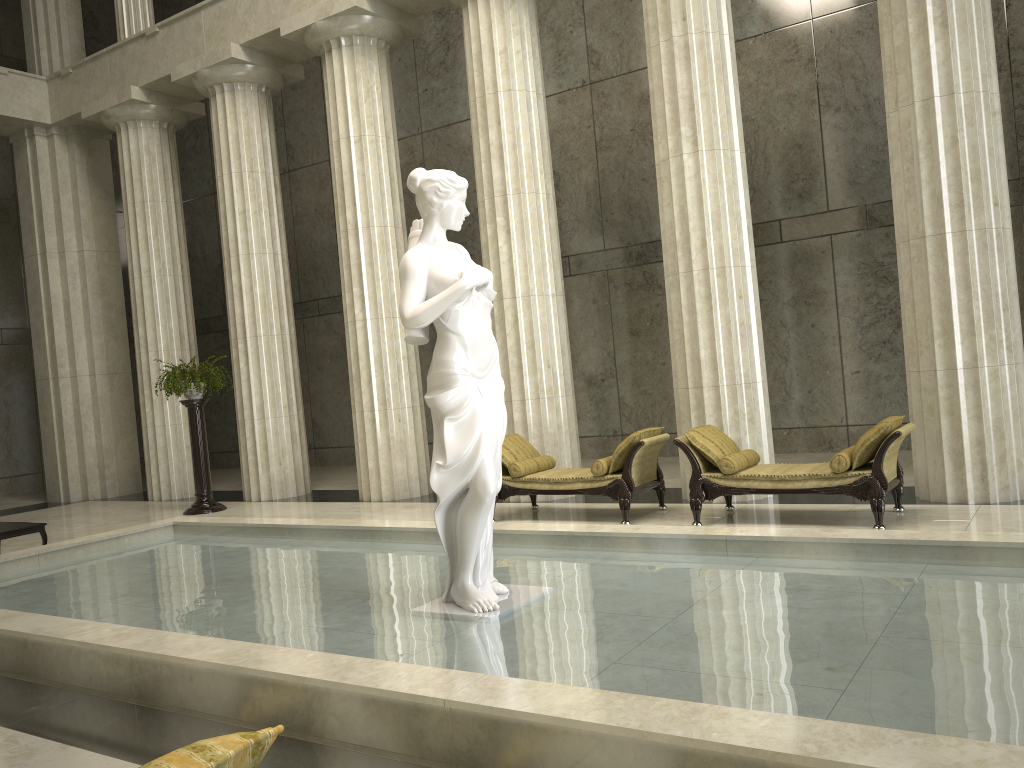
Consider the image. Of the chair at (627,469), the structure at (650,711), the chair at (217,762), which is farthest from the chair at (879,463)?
the chair at (217,762)

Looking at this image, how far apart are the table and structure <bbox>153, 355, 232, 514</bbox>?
3.51m

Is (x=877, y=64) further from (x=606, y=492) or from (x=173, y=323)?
(x=173, y=323)

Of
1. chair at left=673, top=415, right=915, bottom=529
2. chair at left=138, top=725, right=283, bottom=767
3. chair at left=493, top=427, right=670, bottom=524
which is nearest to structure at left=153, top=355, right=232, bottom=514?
chair at left=493, top=427, right=670, bottom=524

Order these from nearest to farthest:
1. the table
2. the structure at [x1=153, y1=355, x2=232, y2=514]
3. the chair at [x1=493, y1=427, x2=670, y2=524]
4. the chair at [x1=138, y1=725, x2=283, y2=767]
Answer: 1. the chair at [x1=138, y1=725, x2=283, y2=767]
2. the chair at [x1=493, y1=427, x2=670, y2=524]
3. the table
4. the structure at [x1=153, y1=355, x2=232, y2=514]

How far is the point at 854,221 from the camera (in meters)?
13.45

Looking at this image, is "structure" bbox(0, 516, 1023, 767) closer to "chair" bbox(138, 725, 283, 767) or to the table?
the table

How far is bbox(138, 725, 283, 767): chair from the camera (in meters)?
1.79

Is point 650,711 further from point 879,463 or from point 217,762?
point 879,463

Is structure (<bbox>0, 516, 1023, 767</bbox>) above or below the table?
below
